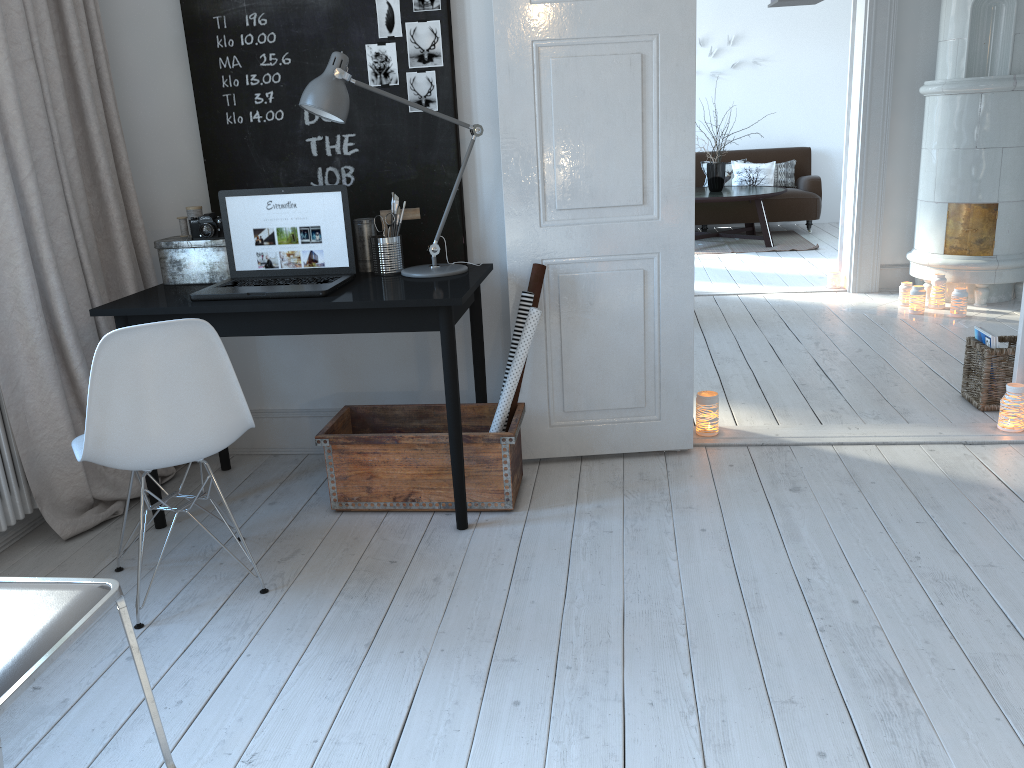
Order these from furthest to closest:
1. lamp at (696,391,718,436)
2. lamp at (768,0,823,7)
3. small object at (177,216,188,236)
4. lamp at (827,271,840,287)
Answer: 1. lamp at (827,271,840,287)
2. lamp at (768,0,823,7)
3. lamp at (696,391,718,436)
4. small object at (177,216,188,236)

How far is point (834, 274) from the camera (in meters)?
6.19

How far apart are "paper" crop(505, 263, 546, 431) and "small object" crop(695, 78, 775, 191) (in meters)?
5.98

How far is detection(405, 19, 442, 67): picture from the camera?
3.1m

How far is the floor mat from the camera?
8.30m

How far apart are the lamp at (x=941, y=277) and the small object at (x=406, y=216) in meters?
3.7

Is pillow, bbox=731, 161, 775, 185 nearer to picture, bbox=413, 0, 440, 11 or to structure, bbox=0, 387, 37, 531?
picture, bbox=413, 0, 440, 11

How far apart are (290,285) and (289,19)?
1.0m

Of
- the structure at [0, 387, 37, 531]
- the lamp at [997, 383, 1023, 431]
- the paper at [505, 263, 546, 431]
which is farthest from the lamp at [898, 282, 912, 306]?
the structure at [0, 387, 37, 531]

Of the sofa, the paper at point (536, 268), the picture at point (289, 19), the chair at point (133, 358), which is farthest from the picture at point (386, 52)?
the sofa
